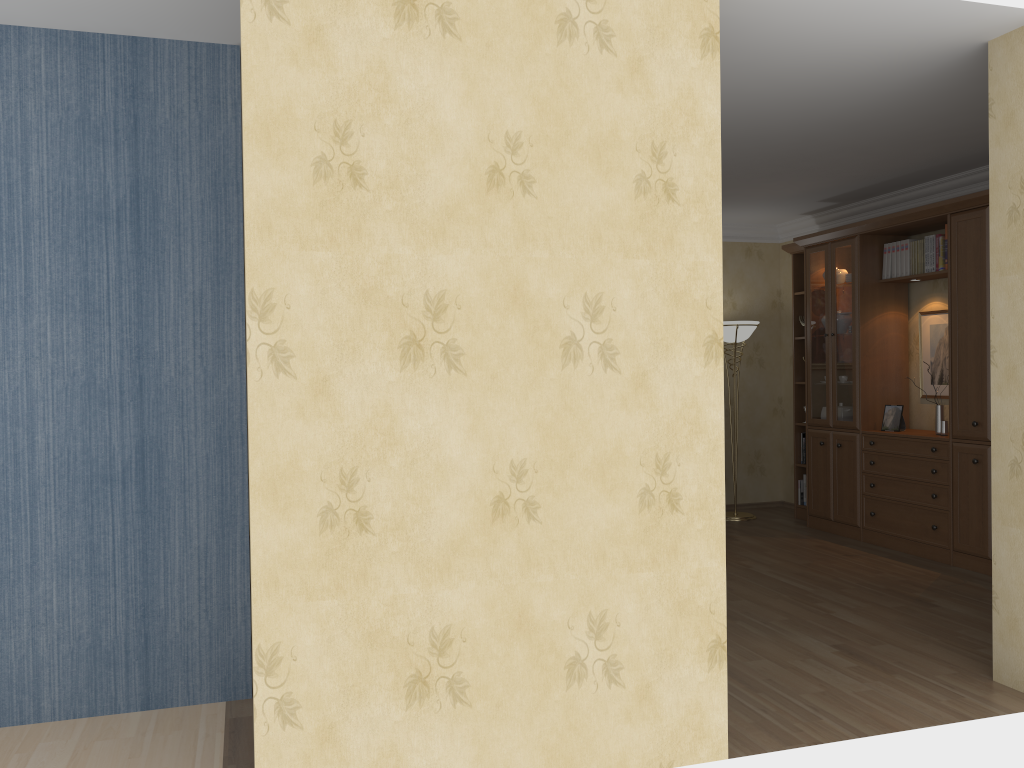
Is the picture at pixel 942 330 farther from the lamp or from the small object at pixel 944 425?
the lamp

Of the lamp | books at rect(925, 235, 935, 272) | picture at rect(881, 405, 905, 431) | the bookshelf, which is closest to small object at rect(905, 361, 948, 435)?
the bookshelf

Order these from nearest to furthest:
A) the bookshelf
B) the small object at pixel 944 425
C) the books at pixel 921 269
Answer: the bookshelf → the small object at pixel 944 425 → the books at pixel 921 269

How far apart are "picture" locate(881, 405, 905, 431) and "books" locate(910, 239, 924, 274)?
0.98m

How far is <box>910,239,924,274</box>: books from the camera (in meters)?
6.19

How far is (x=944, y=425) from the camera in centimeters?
593cm

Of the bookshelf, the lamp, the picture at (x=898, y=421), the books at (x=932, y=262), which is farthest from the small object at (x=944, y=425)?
the lamp

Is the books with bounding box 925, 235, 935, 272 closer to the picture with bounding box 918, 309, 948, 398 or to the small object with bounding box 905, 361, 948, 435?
the picture with bounding box 918, 309, 948, 398

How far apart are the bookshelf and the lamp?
0.38m

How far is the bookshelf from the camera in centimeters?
551cm
